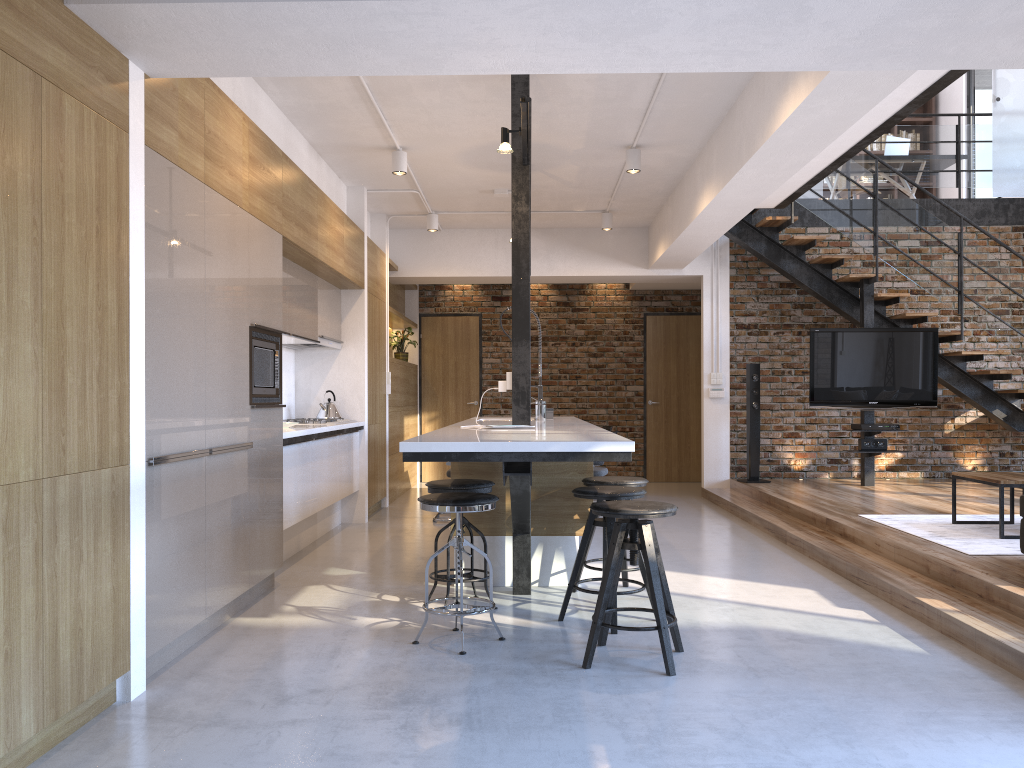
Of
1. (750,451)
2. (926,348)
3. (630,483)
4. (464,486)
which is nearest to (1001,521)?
(630,483)

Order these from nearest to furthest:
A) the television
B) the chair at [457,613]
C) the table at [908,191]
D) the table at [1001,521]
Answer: the chair at [457,613] < the table at [1001,521] < the television < the table at [908,191]

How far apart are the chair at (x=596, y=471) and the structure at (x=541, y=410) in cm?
134

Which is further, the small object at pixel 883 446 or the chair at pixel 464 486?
the small object at pixel 883 446

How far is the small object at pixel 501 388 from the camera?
4.81m

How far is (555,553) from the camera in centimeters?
496cm

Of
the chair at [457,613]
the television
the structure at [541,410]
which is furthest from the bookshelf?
the chair at [457,613]

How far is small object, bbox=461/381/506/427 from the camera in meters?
4.8 m

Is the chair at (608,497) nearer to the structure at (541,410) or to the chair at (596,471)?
the structure at (541,410)

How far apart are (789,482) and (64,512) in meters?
7.5
